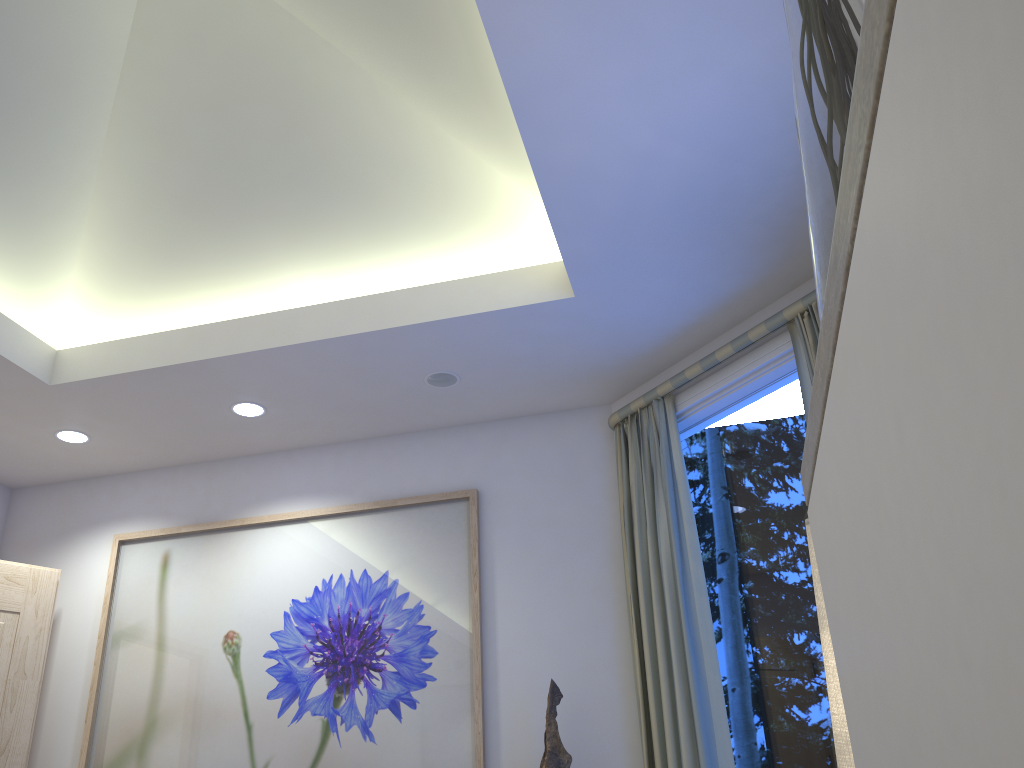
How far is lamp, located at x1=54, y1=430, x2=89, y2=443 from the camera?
3.7 meters

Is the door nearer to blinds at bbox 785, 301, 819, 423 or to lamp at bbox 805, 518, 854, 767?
blinds at bbox 785, 301, 819, 423

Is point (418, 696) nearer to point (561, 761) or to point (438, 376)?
point (561, 761)

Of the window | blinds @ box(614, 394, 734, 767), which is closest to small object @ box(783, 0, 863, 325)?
the window

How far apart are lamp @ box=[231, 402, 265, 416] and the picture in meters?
0.5 m

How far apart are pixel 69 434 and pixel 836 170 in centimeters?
379cm

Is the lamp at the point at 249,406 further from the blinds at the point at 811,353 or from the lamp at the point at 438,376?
the blinds at the point at 811,353

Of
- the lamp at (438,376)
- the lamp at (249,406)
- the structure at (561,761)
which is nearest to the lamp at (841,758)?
the structure at (561,761)

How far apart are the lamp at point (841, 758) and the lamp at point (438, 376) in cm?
250

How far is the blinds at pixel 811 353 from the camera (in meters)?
2.73
